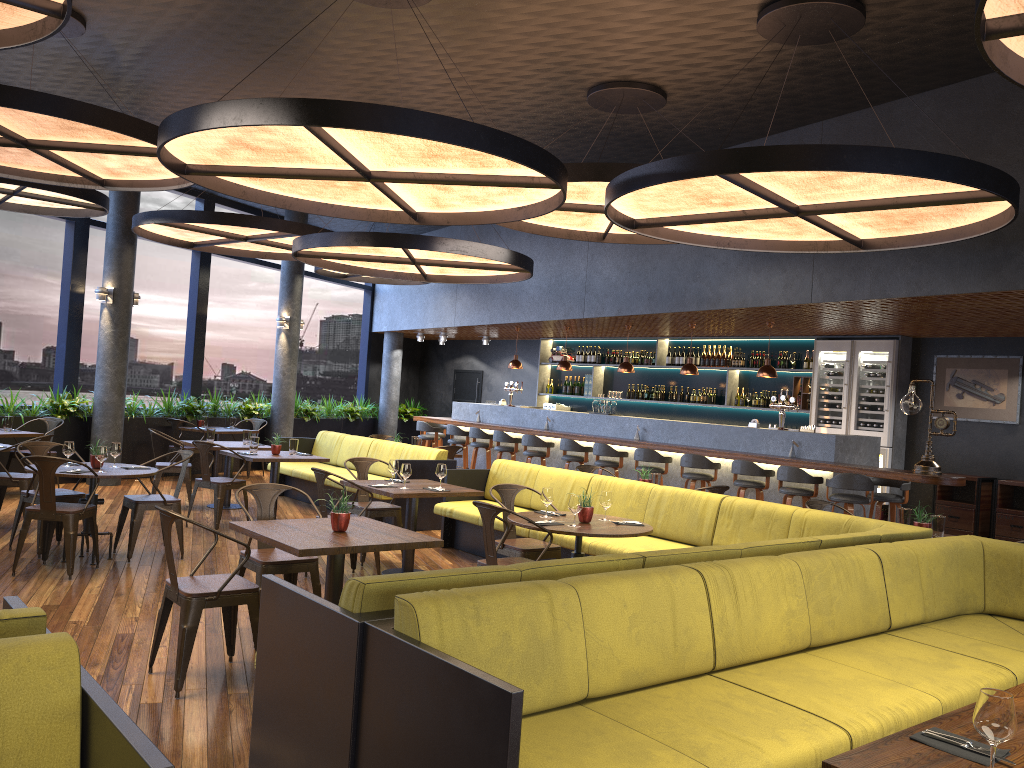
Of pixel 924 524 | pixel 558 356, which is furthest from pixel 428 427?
pixel 924 524

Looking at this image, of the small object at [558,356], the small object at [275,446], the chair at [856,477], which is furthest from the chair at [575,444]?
the small object at [558,356]

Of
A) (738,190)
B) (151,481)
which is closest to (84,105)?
(151,481)

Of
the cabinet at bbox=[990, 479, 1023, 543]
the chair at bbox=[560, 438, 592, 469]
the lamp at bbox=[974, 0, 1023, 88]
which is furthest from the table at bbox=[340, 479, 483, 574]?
the cabinet at bbox=[990, 479, 1023, 543]

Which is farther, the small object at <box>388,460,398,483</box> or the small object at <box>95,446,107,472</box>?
the small object at <box>388,460,398,483</box>

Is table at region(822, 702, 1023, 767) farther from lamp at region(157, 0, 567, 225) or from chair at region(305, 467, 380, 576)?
chair at region(305, 467, 380, 576)

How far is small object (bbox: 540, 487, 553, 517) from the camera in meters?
6.2 m

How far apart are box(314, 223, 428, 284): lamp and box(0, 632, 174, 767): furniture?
13.23m

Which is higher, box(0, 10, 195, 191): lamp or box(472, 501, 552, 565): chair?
box(0, 10, 195, 191): lamp

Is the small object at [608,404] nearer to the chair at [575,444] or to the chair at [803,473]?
the chair at [575,444]
